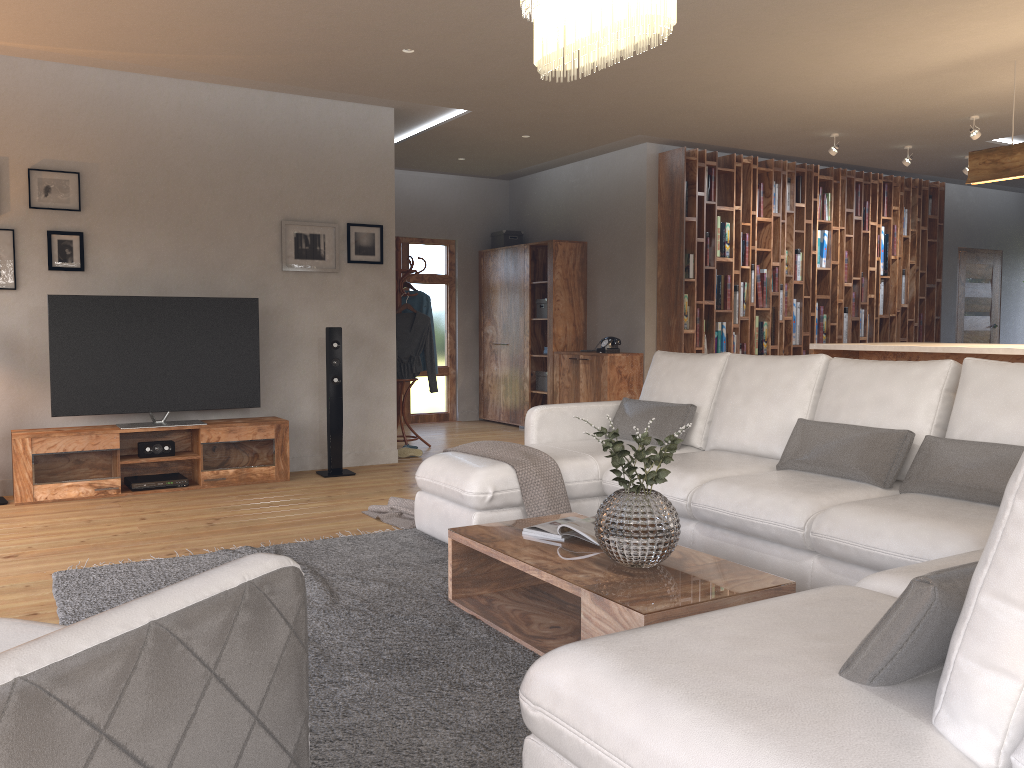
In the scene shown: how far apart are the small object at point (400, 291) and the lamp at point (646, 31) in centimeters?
450cm

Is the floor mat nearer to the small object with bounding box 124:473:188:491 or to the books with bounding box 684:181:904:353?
the small object with bounding box 124:473:188:491

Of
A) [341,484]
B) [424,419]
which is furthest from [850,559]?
[424,419]

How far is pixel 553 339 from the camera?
8.9 meters

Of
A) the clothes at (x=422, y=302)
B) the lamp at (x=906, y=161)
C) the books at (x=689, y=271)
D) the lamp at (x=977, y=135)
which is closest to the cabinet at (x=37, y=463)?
the clothes at (x=422, y=302)

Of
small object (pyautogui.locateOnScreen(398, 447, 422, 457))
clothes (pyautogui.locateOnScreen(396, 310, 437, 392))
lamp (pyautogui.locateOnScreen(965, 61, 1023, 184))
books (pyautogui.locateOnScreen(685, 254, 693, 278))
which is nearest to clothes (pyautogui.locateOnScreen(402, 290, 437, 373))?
clothes (pyautogui.locateOnScreen(396, 310, 437, 392))

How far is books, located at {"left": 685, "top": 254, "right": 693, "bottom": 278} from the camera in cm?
812

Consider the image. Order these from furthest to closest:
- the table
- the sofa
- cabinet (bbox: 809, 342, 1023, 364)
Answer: cabinet (bbox: 809, 342, 1023, 364) < the table < the sofa

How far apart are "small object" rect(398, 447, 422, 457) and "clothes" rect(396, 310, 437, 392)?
0.7m

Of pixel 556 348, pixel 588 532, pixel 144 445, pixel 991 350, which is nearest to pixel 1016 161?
pixel 991 350
